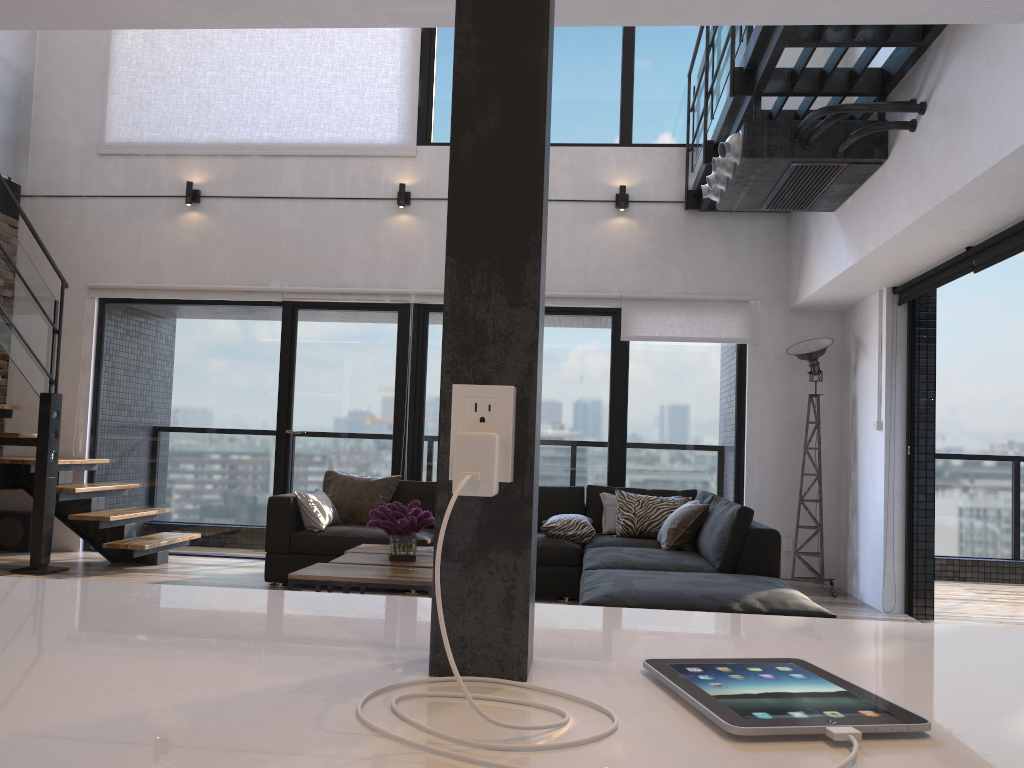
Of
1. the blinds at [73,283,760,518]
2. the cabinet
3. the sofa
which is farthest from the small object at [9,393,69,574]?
the cabinet

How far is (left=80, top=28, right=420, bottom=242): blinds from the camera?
7.08m

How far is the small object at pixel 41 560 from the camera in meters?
5.9

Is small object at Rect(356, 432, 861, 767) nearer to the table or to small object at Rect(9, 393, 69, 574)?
the table

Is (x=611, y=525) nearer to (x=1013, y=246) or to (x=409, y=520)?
(x=409, y=520)

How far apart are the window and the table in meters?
1.9

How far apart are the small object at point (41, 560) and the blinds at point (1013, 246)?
5.6 meters

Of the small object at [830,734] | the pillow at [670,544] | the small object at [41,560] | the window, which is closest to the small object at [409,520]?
the pillow at [670,544]

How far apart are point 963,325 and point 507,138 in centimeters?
4401cm

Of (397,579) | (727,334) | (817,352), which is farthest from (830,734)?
(727,334)
